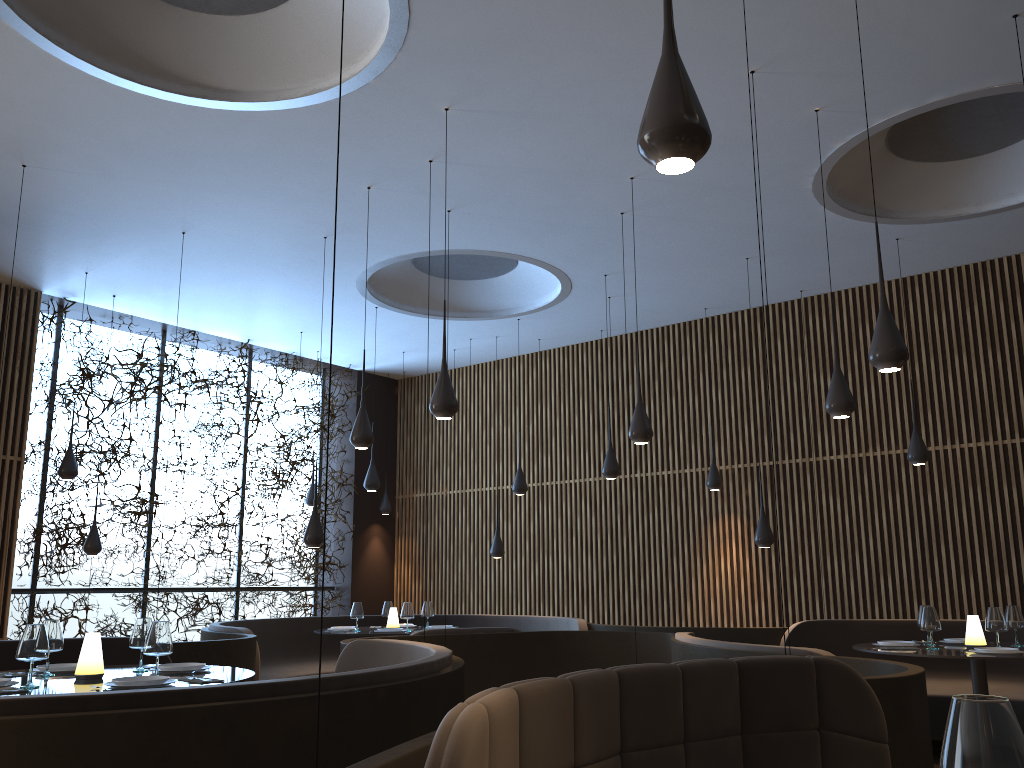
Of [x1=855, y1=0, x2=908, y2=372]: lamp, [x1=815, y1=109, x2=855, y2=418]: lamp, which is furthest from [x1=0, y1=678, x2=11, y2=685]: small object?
[x1=815, y1=109, x2=855, y2=418]: lamp

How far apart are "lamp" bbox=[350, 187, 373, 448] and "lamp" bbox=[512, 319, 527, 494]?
4.0 meters

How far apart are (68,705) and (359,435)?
4.1m

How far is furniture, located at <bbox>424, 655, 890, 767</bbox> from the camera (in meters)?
2.33

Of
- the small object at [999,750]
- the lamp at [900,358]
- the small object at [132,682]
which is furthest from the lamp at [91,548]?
the small object at [999,750]

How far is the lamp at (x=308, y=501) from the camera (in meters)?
12.18

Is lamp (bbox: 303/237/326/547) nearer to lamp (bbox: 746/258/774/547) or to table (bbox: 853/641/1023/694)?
lamp (bbox: 746/258/774/547)

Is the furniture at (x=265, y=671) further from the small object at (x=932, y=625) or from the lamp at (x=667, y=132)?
the lamp at (x=667, y=132)

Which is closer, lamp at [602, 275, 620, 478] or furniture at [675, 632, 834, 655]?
furniture at [675, 632, 834, 655]

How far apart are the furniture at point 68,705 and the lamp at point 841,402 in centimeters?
295cm
